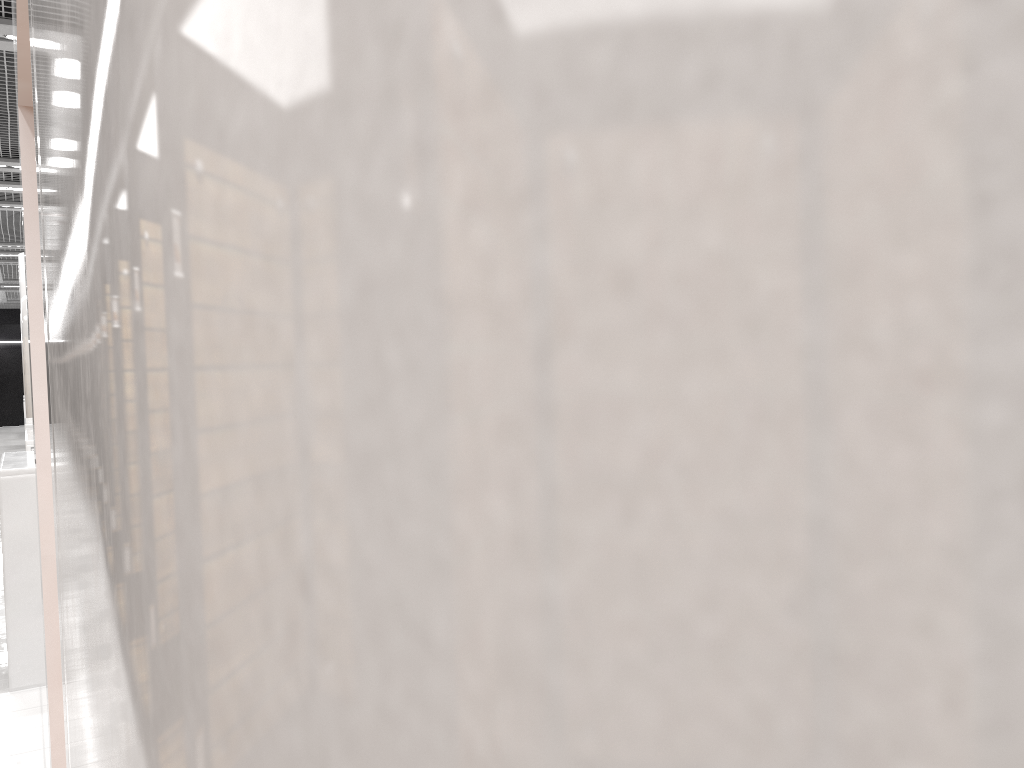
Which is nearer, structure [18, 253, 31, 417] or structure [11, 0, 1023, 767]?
structure [11, 0, 1023, 767]

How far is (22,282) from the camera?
11.7 meters

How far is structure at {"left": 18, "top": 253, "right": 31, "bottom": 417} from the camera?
11.69m

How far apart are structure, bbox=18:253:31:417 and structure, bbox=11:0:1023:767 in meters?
10.5 m

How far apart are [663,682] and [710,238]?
0.06m

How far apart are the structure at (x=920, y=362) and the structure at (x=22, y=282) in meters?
10.5 m
